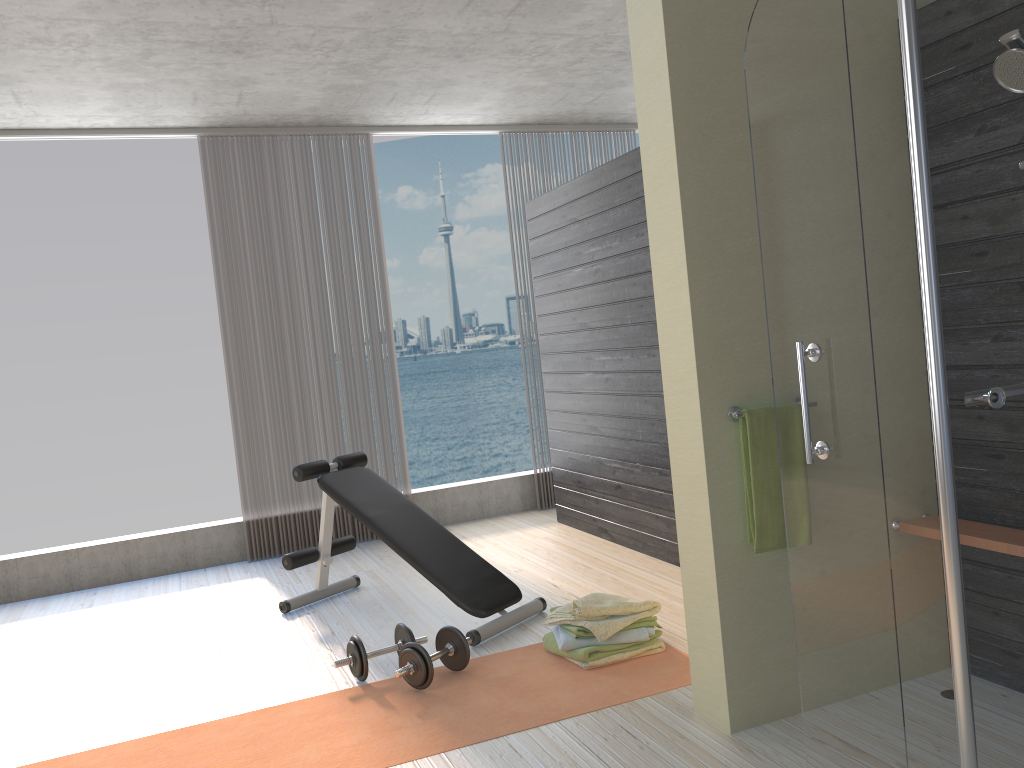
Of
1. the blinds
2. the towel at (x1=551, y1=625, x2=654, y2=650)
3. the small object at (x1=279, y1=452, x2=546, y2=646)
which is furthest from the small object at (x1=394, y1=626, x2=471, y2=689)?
the blinds

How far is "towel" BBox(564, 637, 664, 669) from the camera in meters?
3.3 m

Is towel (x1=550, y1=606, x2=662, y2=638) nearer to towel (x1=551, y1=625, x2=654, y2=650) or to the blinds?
towel (x1=551, y1=625, x2=654, y2=650)

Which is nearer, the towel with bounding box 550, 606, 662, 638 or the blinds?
the towel with bounding box 550, 606, 662, 638

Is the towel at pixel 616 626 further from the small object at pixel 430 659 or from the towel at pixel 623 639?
the small object at pixel 430 659

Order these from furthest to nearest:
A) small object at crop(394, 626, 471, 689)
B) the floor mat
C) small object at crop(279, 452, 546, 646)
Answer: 1. small object at crop(279, 452, 546, 646)
2. small object at crop(394, 626, 471, 689)
3. the floor mat

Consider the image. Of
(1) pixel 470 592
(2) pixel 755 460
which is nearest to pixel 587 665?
(1) pixel 470 592

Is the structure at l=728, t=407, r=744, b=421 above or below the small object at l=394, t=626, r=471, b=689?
above

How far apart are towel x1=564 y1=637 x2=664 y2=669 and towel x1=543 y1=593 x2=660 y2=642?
0.08m

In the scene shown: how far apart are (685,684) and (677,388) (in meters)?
1.08
